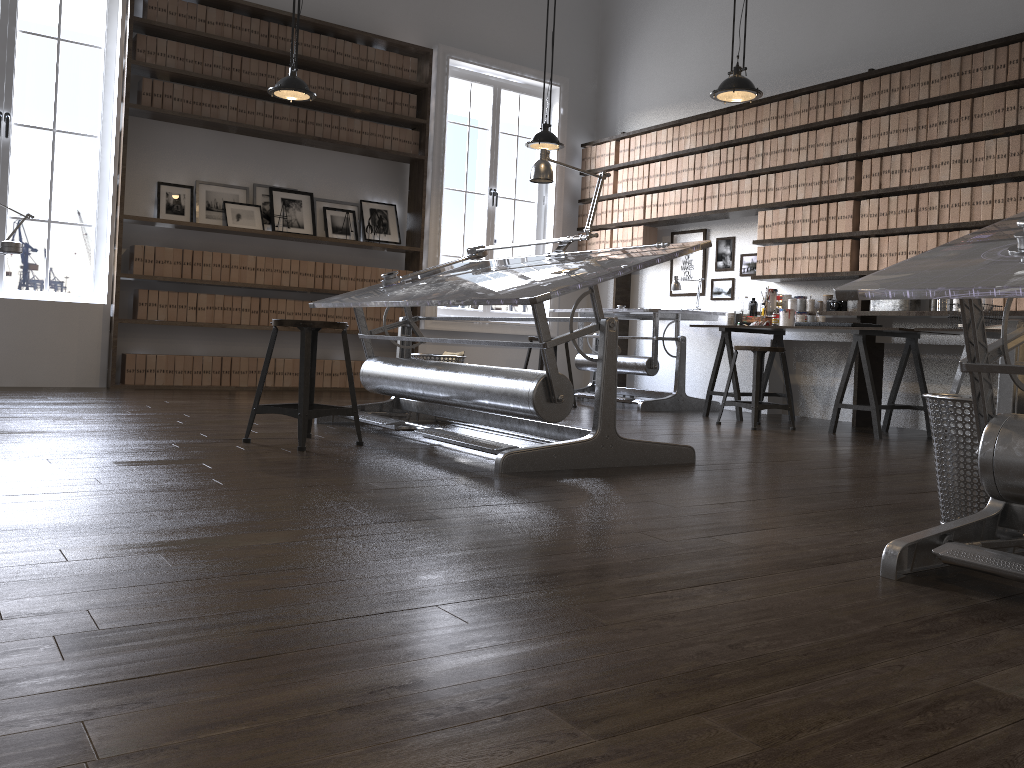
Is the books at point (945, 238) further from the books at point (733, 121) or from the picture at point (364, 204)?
the picture at point (364, 204)

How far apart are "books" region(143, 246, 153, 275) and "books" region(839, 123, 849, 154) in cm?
501

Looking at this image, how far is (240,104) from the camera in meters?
6.8

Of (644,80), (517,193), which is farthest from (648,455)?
(517,193)

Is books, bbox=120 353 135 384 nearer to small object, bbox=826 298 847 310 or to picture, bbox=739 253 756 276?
picture, bbox=739 253 756 276

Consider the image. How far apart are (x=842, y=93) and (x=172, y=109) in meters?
4.8 m

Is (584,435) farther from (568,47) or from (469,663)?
(568,47)

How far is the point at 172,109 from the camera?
6.5 meters

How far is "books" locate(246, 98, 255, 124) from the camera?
6.85m

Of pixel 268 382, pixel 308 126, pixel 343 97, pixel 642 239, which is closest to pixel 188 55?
pixel 308 126
